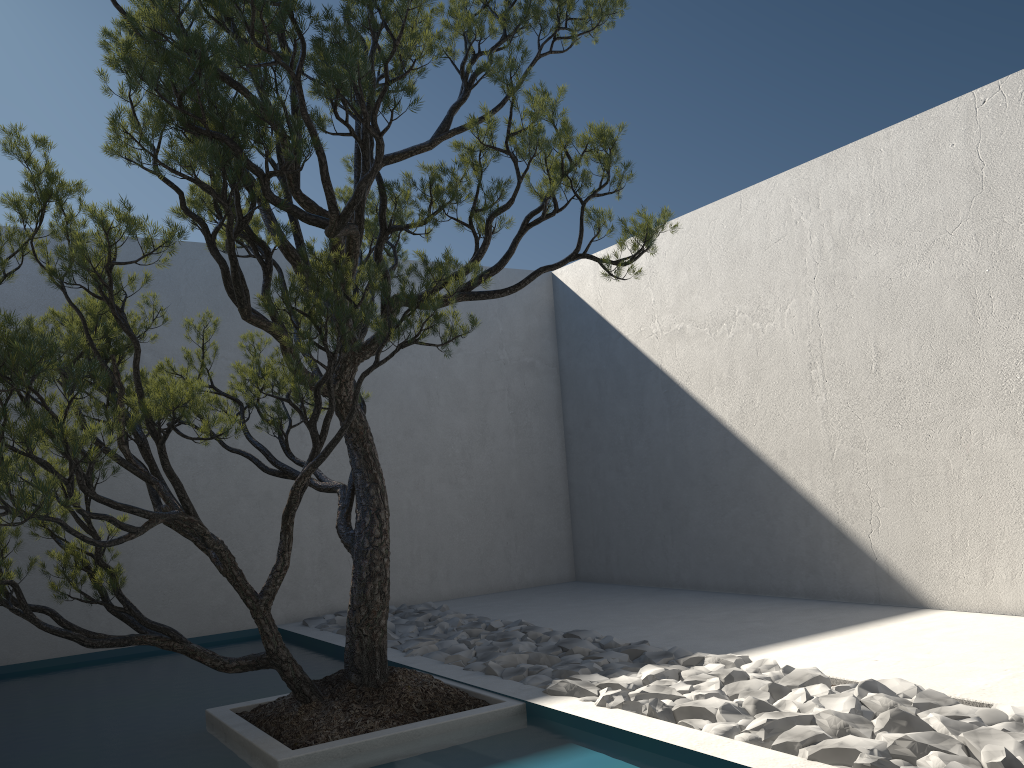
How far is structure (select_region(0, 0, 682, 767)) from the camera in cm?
256

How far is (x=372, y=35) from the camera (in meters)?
2.56

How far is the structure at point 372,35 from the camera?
2.6 meters
